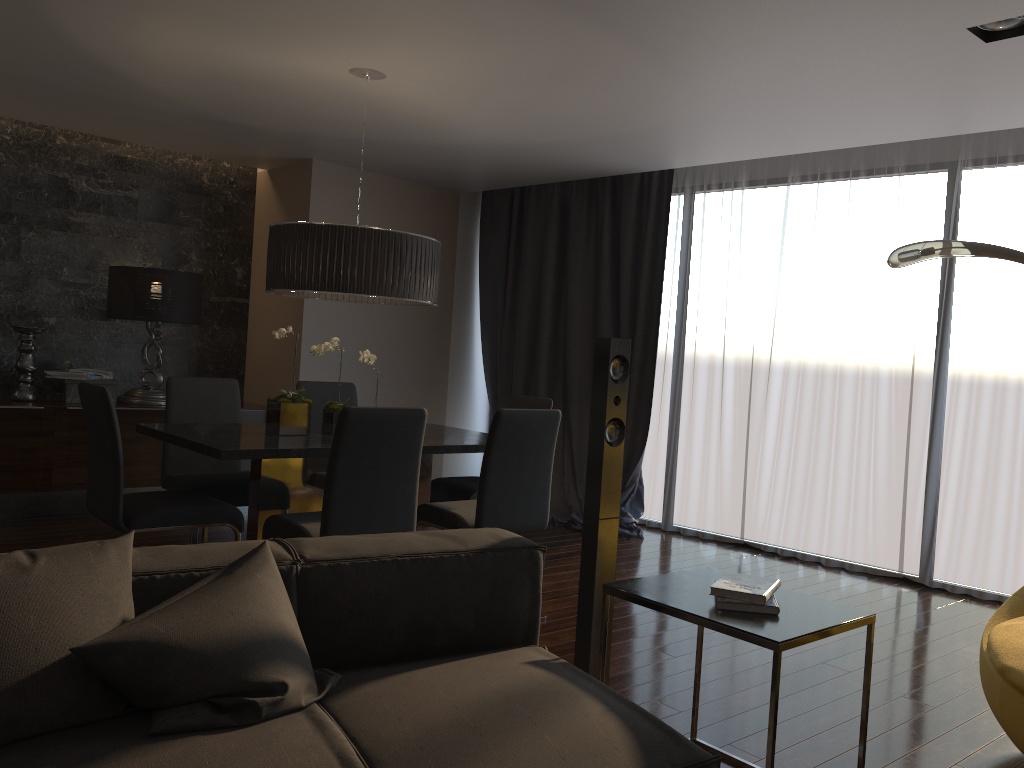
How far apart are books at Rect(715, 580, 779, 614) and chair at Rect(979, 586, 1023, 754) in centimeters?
77cm

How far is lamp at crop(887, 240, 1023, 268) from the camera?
3.4m

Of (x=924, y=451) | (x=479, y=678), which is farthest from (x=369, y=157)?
(x=479, y=678)

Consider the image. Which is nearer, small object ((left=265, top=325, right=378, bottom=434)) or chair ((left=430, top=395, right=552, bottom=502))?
small object ((left=265, top=325, right=378, bottom=434))

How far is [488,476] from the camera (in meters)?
3.78

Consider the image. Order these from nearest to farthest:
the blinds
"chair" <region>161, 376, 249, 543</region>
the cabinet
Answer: "chair" <region>161, 376, 249, 543</region>
the blinds
the cabinet

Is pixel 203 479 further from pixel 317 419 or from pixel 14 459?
pixel 14 459

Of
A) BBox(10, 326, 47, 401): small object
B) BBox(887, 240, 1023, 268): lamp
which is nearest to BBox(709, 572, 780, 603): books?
BBox(887, 240, 1023, 268): lamp

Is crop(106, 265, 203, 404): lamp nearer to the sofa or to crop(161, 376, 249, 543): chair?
crop(161, 376, 249, 543): chair

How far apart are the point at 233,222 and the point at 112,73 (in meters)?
2.42
